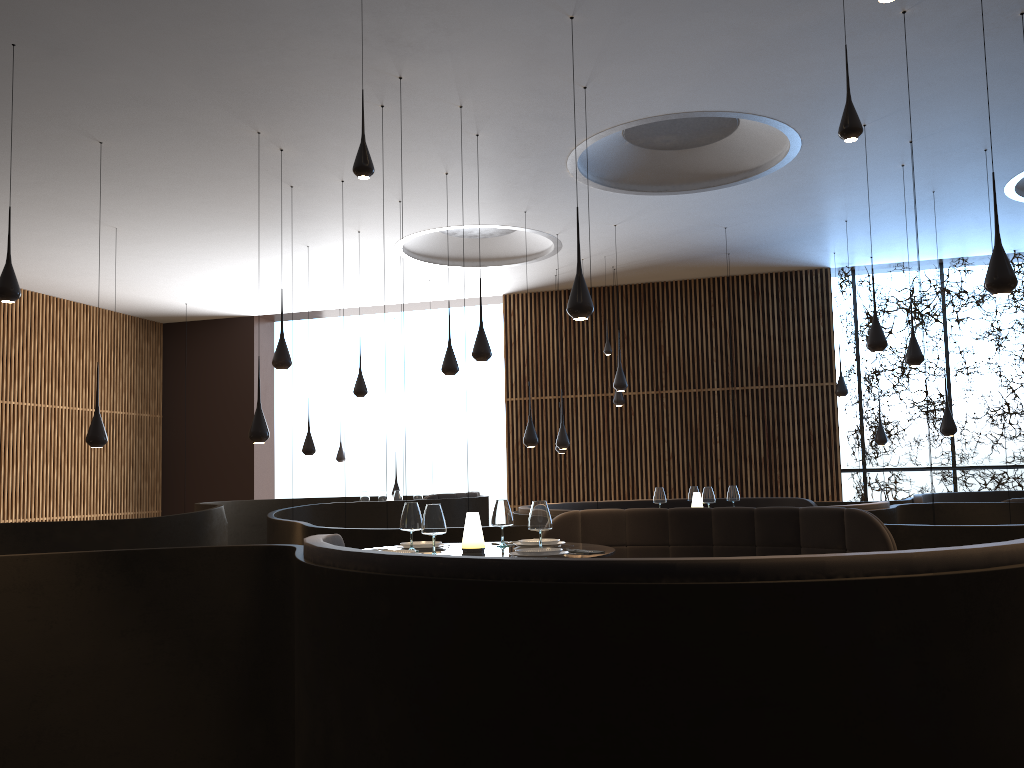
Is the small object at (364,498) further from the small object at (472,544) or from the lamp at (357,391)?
the small object at (472,544)

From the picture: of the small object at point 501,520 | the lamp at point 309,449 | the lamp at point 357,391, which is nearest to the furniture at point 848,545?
the small object at point 501,520

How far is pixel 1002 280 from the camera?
5.67m

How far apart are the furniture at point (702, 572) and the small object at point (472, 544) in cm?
72

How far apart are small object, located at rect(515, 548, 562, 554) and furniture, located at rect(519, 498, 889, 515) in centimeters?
352cm

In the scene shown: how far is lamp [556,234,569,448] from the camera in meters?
11.9 m

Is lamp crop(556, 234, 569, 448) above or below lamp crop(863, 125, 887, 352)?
below

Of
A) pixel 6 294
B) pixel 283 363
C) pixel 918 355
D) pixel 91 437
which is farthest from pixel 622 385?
pixel 6 294

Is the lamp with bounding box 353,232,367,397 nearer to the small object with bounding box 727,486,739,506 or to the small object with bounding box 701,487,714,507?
the small object with bounding box 701,487,714,507

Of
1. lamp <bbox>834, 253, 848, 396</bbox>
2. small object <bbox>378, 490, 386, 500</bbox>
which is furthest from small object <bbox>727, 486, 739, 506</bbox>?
small object <bbox>378, 490, 386, 500</bbox>
